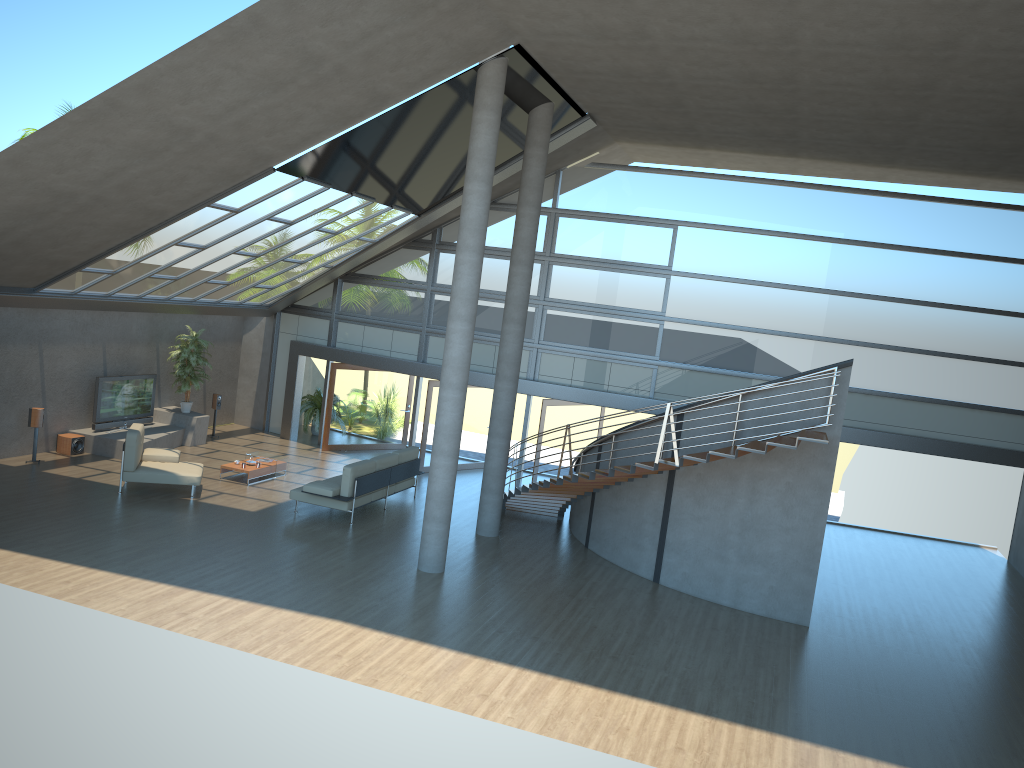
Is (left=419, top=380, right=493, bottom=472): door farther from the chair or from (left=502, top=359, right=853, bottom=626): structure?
the chair

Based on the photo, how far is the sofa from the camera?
14.0 meters

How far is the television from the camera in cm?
1679

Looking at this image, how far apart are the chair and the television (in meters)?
2.60

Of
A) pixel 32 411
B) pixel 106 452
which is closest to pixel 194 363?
pixel 106 452

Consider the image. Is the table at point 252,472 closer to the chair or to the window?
the chair

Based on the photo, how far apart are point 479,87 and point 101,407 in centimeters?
1000cm

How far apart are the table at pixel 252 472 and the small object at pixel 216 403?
3.7m

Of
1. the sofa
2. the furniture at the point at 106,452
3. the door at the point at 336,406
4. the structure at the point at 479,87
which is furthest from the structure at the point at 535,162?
the furniture at the point at 106,452

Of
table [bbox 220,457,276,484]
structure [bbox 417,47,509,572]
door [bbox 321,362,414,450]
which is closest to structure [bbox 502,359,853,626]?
structure [bbox 417,47,509,572]
